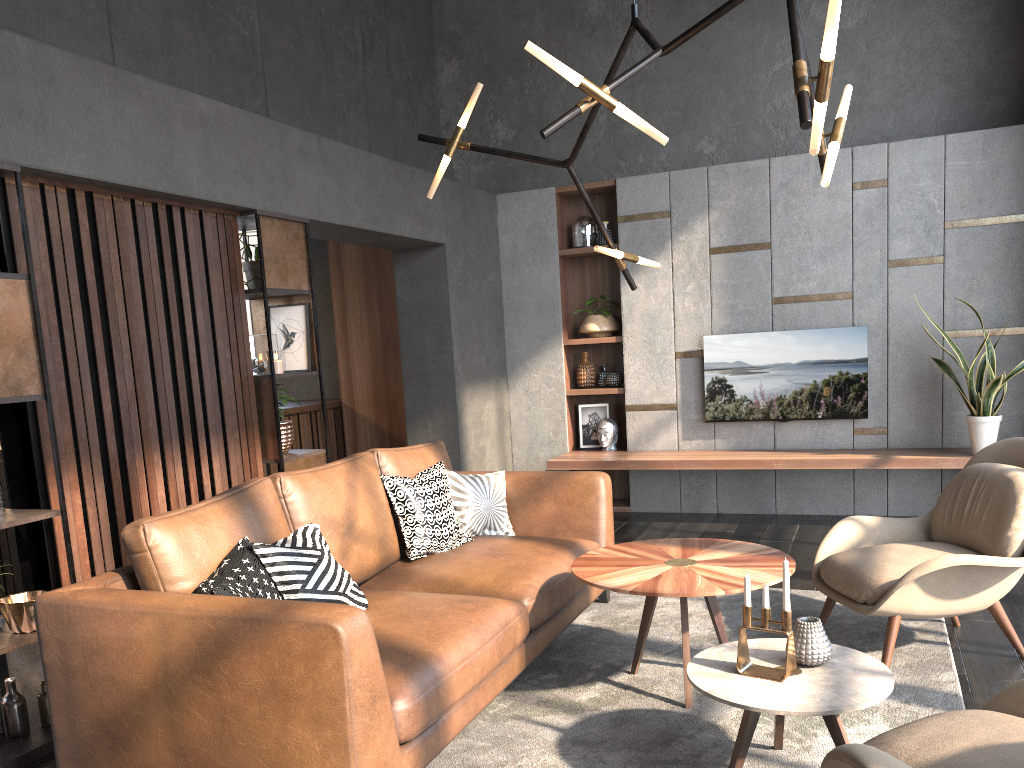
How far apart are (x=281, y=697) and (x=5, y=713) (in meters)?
1.56

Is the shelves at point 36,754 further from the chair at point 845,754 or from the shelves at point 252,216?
the chair at point 845,754

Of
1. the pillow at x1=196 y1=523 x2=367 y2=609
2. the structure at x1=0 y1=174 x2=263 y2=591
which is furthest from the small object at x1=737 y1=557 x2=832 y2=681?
the structure at x1=0 y1=174 x2=263 y2=591

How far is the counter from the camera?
7.14m

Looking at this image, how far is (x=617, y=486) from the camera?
7.2m

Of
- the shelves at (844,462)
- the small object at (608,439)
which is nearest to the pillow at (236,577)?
the shelves at (844,462)

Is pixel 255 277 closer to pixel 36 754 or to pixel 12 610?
pixel 12 610

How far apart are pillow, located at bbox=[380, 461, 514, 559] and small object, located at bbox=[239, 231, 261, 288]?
1.37m

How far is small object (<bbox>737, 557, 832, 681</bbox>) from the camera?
2.4m

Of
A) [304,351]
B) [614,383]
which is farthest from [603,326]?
[304,351]
